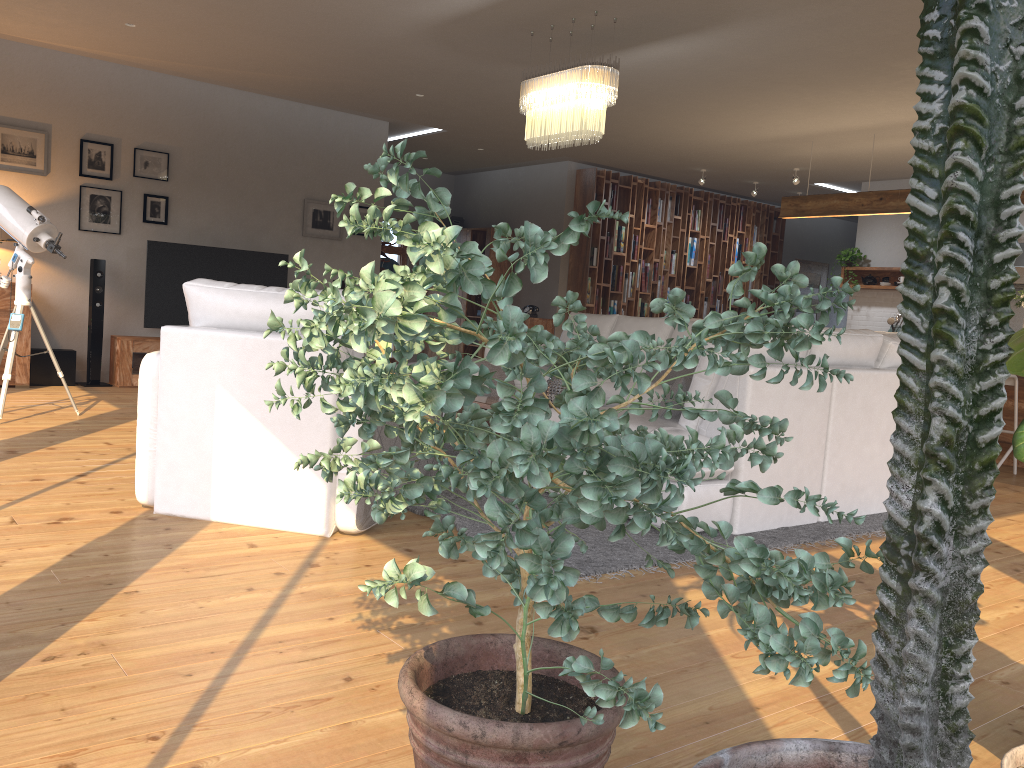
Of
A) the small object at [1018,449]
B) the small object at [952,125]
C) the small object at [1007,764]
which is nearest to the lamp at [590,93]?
the small object at [1018,449]

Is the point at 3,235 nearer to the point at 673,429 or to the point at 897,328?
the point at 673,429

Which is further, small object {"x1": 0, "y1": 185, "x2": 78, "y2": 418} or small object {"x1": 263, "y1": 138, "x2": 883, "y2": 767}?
small object {"x1": 0, "y1": 185, "x2": 78, "y2": 418}

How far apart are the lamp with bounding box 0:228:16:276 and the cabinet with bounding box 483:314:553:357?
5.70m

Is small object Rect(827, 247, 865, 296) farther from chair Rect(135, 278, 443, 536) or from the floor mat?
chair Rect(135, 278, 443, 536)

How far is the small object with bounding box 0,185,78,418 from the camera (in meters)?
5.48

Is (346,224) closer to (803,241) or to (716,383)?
(716,383)

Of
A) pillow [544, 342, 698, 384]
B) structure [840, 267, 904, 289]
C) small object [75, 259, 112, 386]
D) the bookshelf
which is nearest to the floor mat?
pillow [544, 342, 698, 384]

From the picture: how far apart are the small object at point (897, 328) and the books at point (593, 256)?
3.60m

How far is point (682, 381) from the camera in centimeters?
420cm
